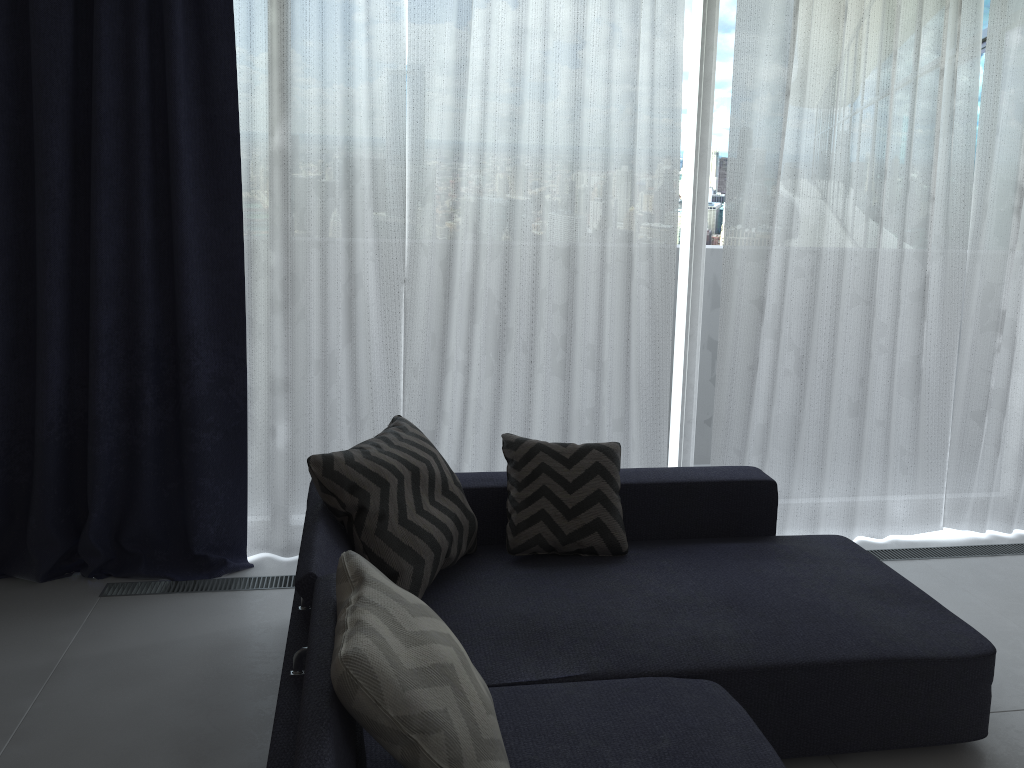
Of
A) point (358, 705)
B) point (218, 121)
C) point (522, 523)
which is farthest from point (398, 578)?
point (218, 121)

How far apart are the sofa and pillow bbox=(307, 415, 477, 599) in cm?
2

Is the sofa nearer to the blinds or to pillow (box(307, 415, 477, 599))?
pillow (box(307, 415, 477, 599))

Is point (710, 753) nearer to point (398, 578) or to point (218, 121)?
point (398, 578)

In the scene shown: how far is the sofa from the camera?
1.93m

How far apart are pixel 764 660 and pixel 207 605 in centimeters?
197cm

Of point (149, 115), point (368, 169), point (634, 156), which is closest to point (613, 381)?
point (634, 156)

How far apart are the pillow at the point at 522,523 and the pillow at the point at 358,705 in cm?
95

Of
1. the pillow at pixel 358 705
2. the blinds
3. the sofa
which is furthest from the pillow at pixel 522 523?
the pillow at pixel 358 705

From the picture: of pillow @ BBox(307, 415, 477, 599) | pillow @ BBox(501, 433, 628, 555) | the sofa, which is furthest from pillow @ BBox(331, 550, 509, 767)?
pillow @ BBox(501, 433, 628, 555)
